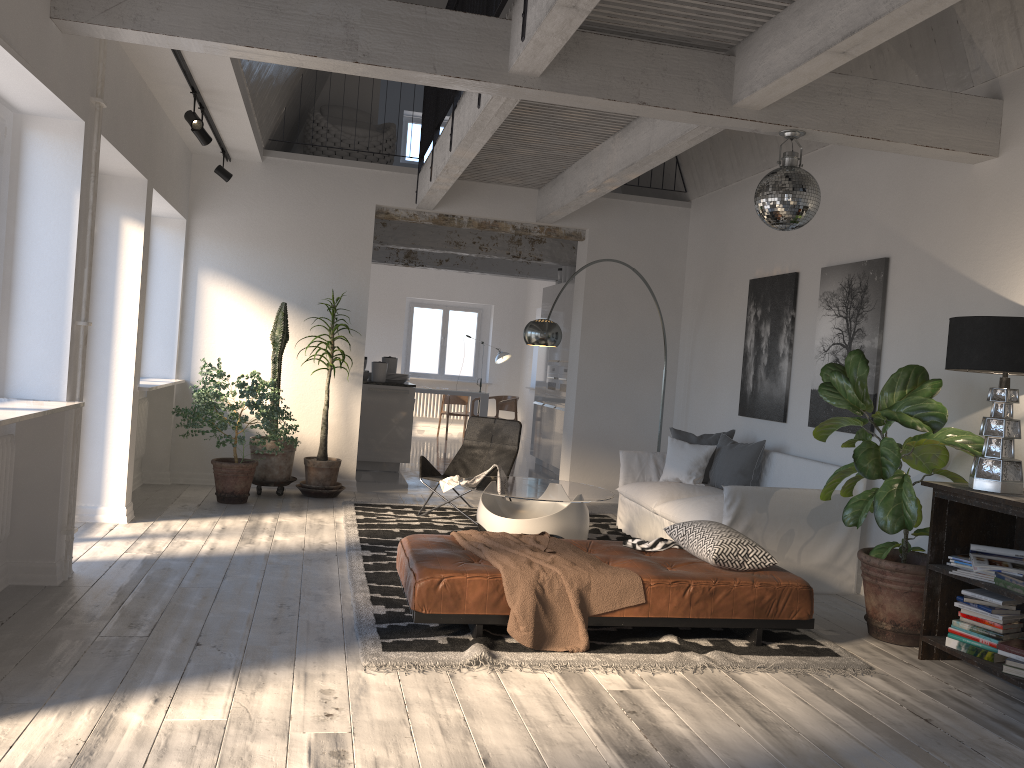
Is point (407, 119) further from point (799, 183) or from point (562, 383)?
point (799, 183)

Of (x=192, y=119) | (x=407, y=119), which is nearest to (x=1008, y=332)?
(x=192, y=119)

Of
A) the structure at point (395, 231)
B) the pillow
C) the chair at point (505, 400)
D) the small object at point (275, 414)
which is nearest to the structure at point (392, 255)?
the chair at point (505, 400)

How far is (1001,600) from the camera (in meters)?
4.08

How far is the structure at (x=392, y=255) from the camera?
12.6m

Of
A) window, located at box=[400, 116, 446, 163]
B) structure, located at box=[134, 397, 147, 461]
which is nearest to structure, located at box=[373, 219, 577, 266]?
window, located at box=[400, 116, 446, 163]

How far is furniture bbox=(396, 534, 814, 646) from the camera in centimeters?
402cm

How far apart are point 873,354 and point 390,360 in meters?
6.0

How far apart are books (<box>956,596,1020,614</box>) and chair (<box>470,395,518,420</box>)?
9.90m

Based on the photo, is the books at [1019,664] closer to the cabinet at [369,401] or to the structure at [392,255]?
the cabinet at [369,401]
